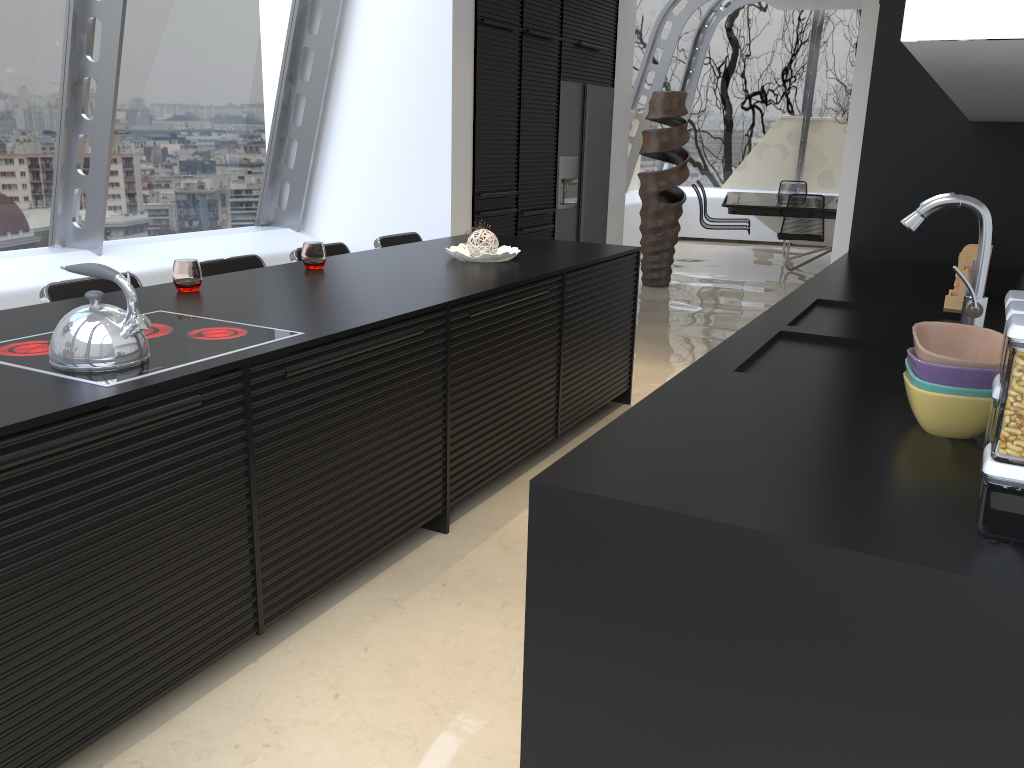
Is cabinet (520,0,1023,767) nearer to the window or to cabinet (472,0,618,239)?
cabinet (472,0,618,239)

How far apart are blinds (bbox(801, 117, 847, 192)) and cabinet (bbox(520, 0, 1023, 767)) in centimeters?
827cm

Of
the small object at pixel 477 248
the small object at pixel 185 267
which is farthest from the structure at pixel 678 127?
the small object at pixel 185 267

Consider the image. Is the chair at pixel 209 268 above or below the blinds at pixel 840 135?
below

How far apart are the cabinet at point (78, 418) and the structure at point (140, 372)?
0.1 meters

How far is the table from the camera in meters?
9.2 m

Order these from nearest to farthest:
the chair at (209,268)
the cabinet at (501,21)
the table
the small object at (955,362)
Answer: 1. the small object at (955,362)
2. the chair at (209,268)
3. the cabinet at (501,21)
4. the table

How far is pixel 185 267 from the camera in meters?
3.0 m

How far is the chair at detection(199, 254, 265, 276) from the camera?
3.73m

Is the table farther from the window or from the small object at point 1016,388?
the small object at point 1016,388
